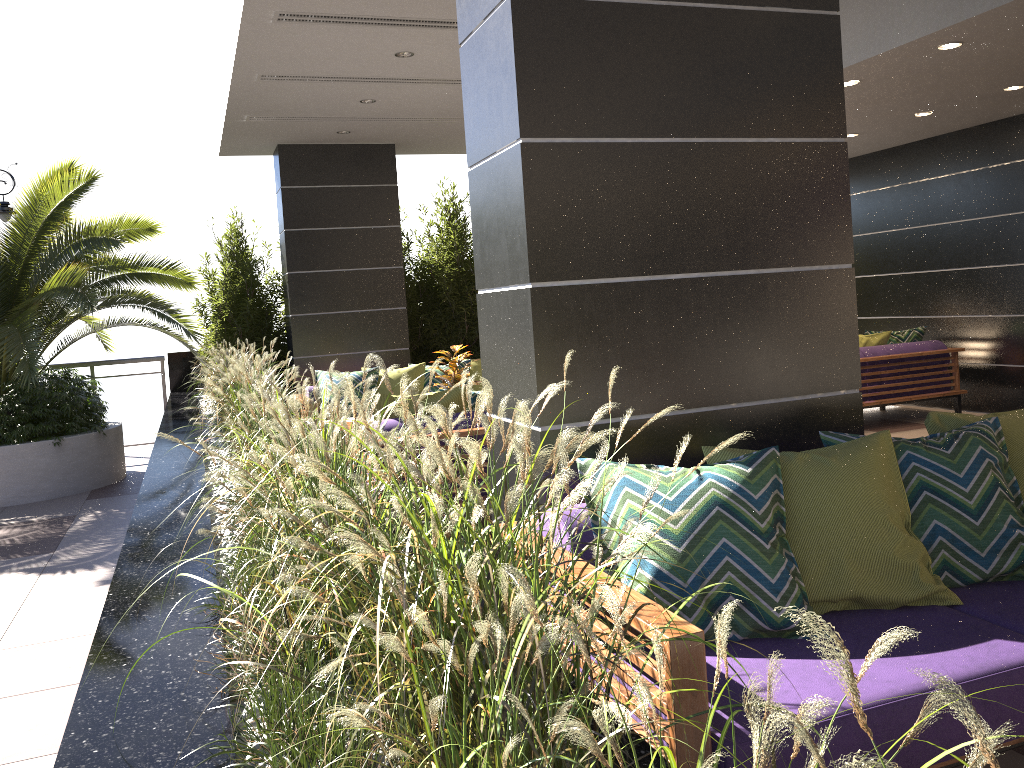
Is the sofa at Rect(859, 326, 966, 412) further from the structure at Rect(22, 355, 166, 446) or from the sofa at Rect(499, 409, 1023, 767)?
the structure at Rect(22, 355, 166, 446)

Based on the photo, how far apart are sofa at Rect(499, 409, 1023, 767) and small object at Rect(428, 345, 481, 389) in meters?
4.1 m

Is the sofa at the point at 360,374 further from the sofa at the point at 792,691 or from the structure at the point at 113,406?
the sofa at the point at 792,691

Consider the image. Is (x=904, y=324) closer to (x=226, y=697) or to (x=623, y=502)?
(x=623, y=502)

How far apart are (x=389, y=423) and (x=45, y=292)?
4.0 meters

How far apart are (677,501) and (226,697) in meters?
1.2

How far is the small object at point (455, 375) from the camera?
6.76m

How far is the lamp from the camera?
9.3 meters

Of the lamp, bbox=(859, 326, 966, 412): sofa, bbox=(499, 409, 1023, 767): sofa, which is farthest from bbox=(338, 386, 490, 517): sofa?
the lamp

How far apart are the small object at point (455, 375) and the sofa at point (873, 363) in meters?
3.7 m
